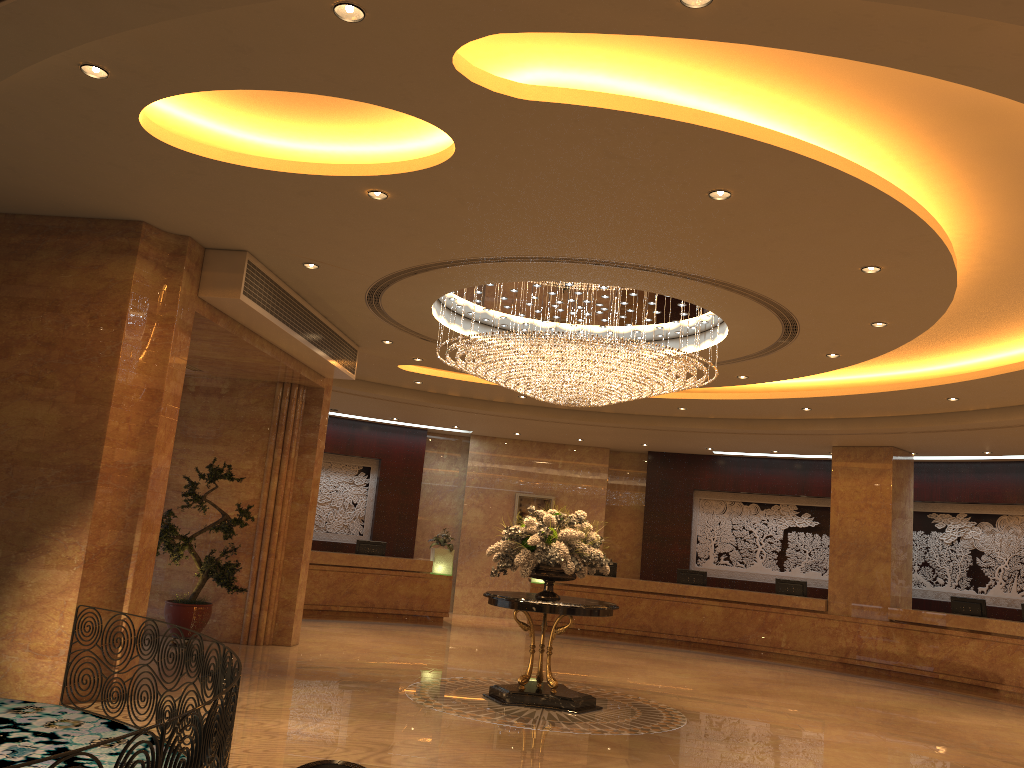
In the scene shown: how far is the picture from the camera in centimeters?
1994cm

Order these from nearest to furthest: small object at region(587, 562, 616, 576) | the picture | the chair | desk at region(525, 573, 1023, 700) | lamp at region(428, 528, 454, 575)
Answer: the chair → desk at region(525, 573, 1023, 700) → lamp at region(428, 528, 454, 575) → small object at region(587, 562, 616, 576) → the picture

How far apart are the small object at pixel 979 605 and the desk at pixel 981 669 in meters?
0.5

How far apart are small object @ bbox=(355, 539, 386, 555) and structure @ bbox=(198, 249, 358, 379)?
6.1 meters

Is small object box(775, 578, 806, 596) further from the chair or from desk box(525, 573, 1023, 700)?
the chair

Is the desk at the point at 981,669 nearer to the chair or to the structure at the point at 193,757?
→ the structure at the point at 193,757

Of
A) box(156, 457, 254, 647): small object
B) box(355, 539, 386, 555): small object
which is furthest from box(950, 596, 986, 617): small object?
box(156, 457, 254, 647): small object

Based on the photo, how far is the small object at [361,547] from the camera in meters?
17.5 m

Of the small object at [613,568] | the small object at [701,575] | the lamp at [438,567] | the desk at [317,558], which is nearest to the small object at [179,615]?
the desk at [317,558]

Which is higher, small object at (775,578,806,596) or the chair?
small object at (775,578,806,596)
